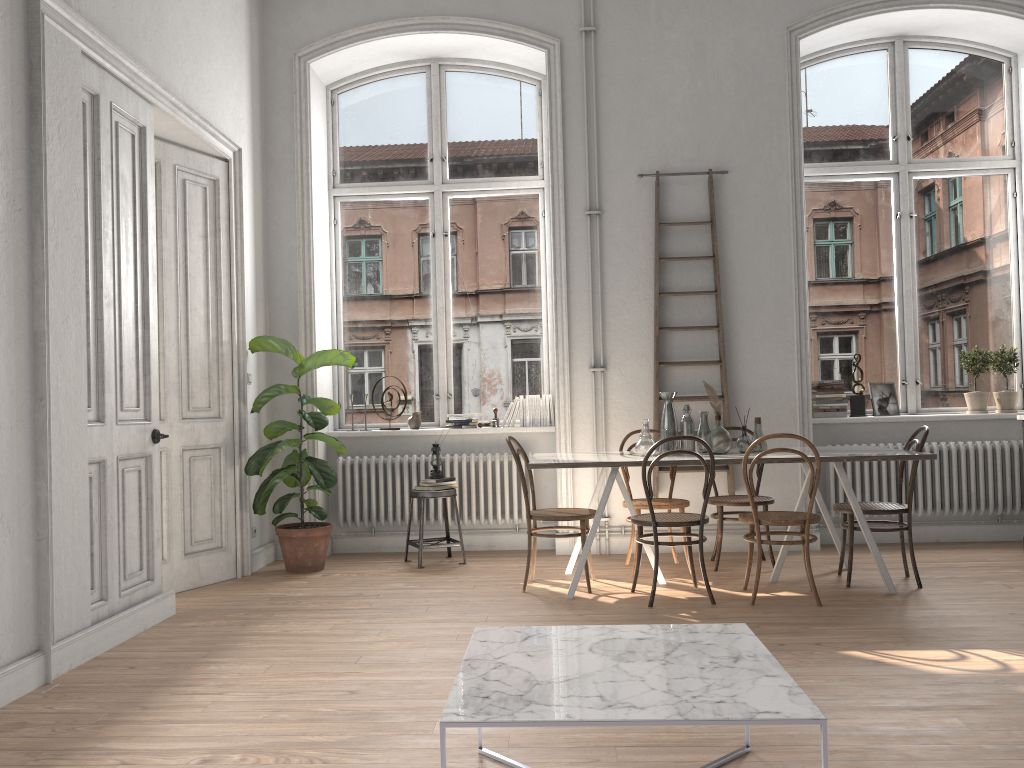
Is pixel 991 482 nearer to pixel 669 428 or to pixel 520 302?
pixel 669 428

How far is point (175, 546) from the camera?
5.5m

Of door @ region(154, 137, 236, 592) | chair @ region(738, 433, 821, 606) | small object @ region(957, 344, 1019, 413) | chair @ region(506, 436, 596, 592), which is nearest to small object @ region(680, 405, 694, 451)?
chair @ region(738, 433, 821, 606)

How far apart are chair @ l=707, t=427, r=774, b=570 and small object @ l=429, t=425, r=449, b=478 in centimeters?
192cm

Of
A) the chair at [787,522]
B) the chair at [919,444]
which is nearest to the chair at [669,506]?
the chair at [787,522]

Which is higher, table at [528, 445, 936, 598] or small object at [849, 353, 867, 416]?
small object at [849, 353, 867, 416]

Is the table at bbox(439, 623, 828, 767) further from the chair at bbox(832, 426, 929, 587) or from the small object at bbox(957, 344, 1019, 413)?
the small object at bbox(957, 344, 1019, 413)

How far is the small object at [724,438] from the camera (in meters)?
5.25

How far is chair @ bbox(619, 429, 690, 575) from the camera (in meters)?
5.62

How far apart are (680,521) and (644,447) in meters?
0.6
